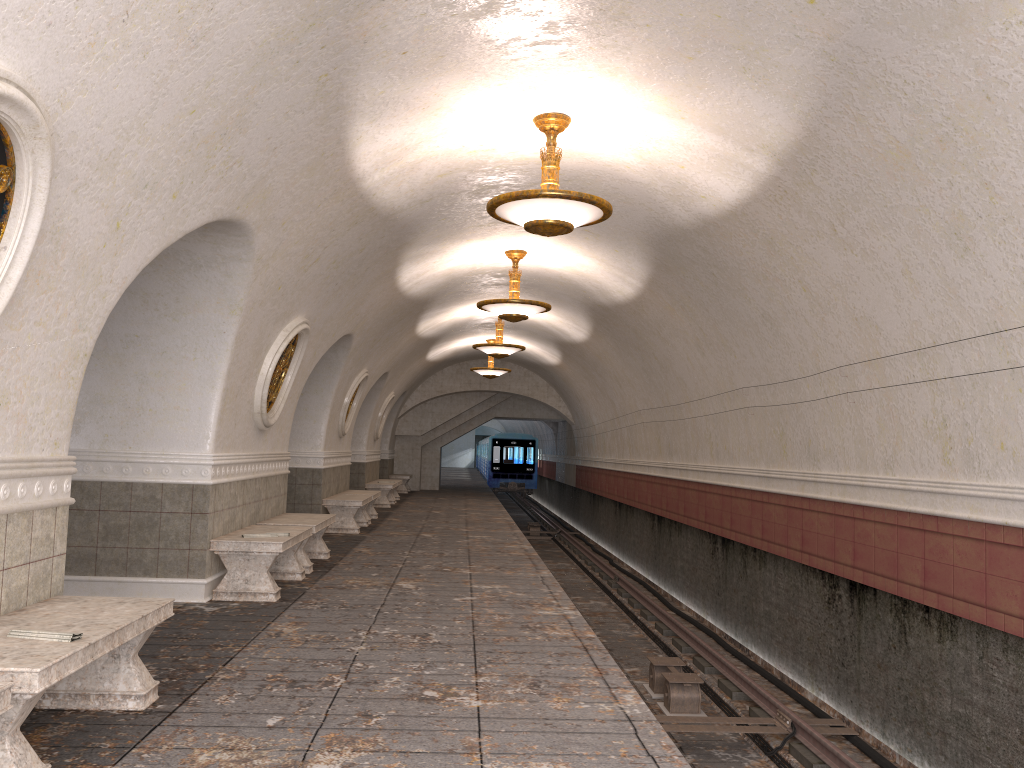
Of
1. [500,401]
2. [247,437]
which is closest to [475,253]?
[247,437]

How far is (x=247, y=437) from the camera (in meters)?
8.60

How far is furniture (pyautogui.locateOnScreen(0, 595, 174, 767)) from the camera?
3.2 meters

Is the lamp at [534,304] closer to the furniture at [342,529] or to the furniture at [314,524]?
the furniture at [314,524]

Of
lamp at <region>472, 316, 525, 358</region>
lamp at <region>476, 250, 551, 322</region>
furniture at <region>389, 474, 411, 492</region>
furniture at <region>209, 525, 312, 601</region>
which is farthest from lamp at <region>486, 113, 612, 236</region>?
furniture at <region>389, 474, 411, 492</region>

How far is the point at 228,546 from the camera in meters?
7.5 m

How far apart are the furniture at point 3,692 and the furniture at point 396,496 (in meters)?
19.46

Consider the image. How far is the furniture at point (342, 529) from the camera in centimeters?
1345cm

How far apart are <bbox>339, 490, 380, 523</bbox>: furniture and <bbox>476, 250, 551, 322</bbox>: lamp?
5.0 meters

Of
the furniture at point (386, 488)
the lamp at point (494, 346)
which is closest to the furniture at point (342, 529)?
the lamp at point (494, 346)
